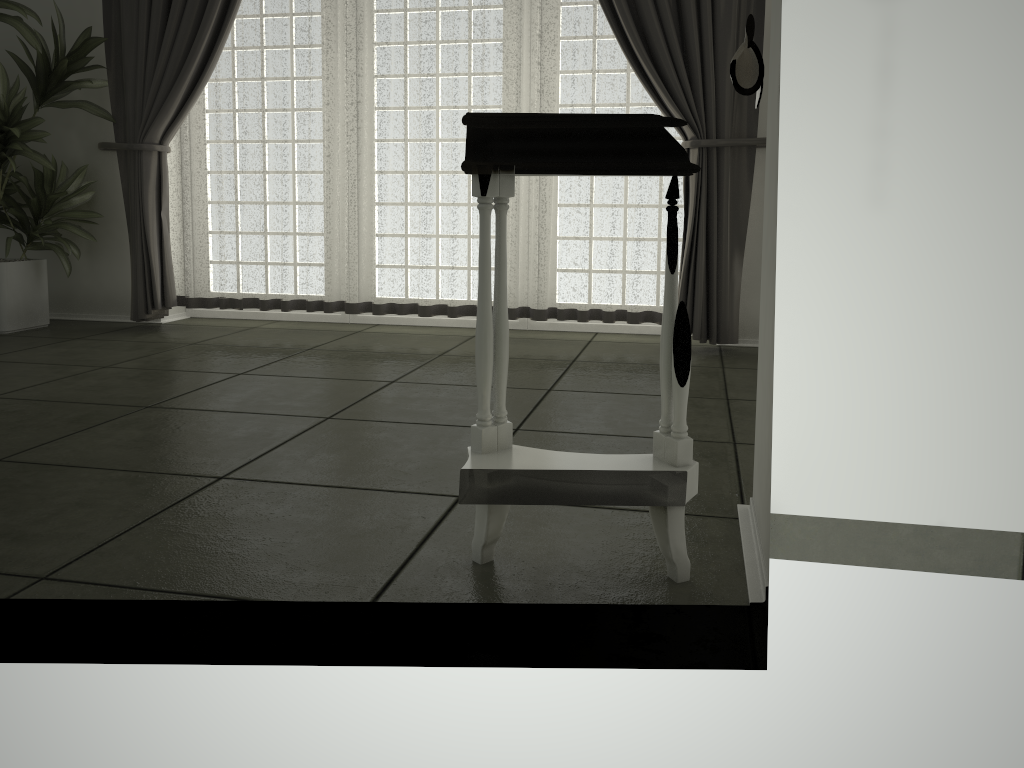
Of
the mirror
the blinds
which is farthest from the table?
the blinds

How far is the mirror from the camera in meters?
1.5 m

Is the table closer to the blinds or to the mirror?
the mirror

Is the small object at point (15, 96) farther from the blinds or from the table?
the table

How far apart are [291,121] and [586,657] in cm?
363

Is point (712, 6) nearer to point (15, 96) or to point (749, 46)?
point (749, 46)

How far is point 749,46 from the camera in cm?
149

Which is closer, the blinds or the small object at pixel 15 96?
the blinds

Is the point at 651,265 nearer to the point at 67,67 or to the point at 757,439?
the point at 757,439

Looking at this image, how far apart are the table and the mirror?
0.1 meters
